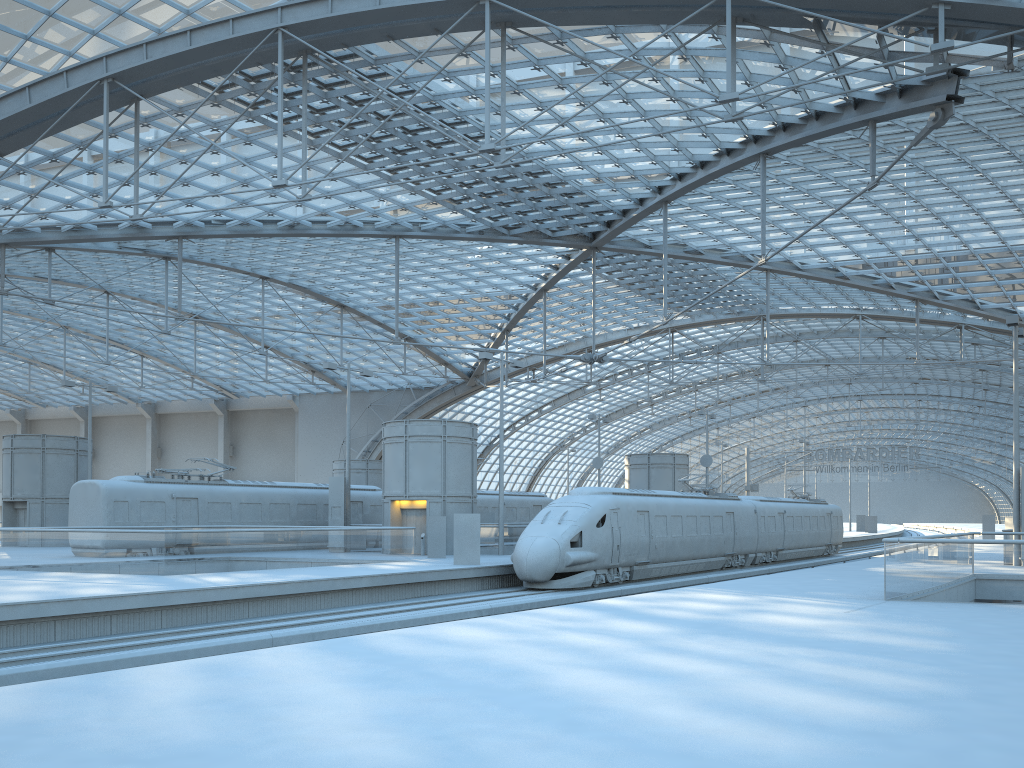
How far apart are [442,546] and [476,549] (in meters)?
4.56

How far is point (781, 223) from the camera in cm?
4530

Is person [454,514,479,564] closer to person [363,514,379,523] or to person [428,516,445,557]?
person [428,516,445,557]

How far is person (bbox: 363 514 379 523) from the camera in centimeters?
4097cm

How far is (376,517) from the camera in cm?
4096

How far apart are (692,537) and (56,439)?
30.7m

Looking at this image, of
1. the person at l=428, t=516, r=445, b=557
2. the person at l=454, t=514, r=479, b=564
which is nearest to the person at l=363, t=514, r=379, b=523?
the person at l=428, t=516, r=445, b=557

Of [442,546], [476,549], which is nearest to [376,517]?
[442,546]

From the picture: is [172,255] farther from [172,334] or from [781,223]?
[781,223]

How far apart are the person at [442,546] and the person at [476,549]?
4.3 meters
